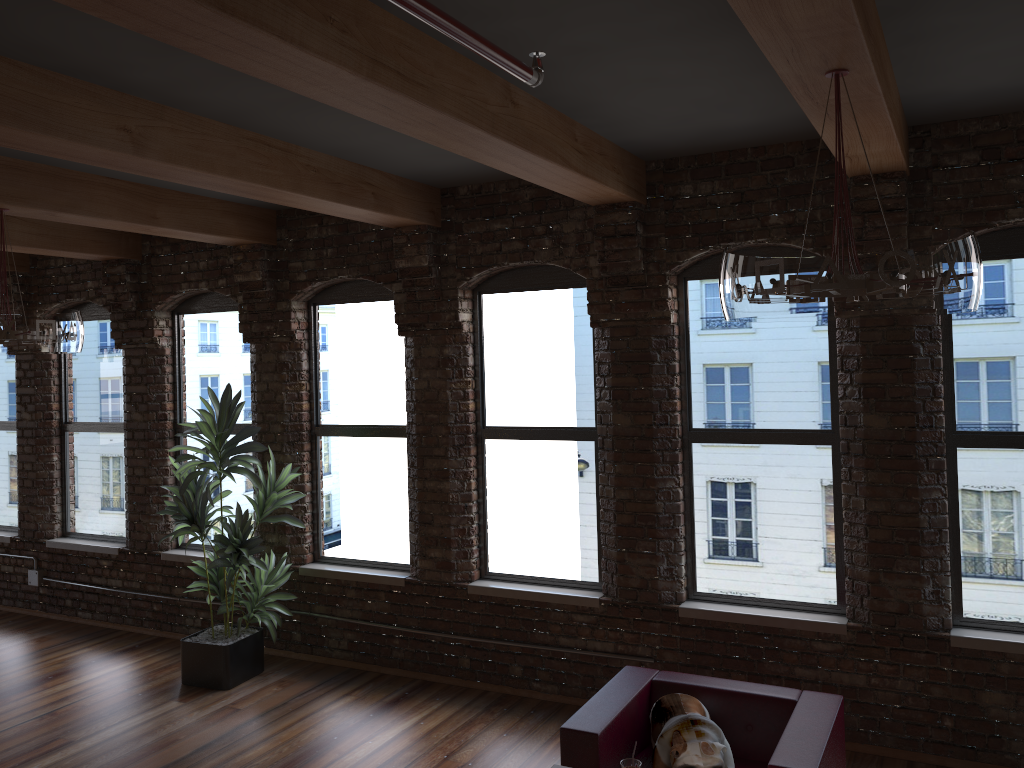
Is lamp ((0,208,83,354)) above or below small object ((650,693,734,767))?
above

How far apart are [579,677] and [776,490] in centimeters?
176cm

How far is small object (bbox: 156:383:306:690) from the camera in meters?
6.1

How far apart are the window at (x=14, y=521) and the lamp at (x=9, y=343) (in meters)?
4.26

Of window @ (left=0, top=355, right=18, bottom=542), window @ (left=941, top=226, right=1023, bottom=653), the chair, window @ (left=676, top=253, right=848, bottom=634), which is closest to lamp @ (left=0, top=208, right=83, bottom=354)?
the chair

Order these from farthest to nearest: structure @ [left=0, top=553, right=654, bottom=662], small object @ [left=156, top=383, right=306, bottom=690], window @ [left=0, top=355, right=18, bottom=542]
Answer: window @ [left=0, top=355, right=18, bottom=542], structure @ [left=0, top=553, right=654, bottom=662], small object @ [left=156, top=383, right=306, bottom=690]

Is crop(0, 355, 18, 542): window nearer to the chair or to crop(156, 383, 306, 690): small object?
Answer: crop(156, 383, 306, 690): small object

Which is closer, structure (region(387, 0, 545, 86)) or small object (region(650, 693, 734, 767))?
structure (region(387, 0, 545, 86))

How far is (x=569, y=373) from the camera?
5.9 meters

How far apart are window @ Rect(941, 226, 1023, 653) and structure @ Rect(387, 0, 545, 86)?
3.2 meters
